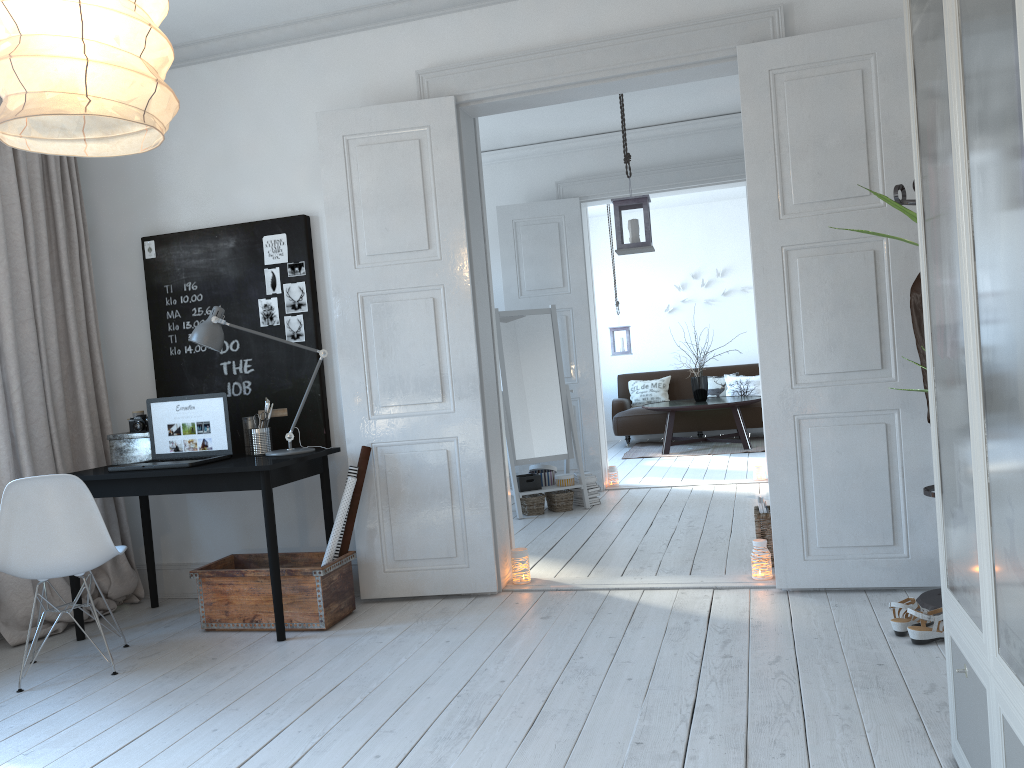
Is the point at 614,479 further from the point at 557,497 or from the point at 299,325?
the point at 299,325

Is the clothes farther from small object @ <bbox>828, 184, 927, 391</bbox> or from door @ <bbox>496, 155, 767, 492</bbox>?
door @ <bbox>496, 155, 767, 492</bbox>

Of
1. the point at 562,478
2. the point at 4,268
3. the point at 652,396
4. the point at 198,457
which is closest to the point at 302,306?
the point at 198,457

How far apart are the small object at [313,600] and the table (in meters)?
5.52

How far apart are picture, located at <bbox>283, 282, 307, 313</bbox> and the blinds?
1.08m

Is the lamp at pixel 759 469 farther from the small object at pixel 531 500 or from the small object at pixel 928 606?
the small object at pixel 928 606

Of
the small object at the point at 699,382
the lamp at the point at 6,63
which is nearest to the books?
the lamp at the point at 6,63

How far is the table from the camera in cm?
895

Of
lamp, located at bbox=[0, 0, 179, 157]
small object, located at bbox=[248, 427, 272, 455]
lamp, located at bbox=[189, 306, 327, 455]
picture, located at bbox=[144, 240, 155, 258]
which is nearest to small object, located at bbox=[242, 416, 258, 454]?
small object, located at bbox=[248, 427, 272, 455]

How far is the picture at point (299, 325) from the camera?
4.40m
